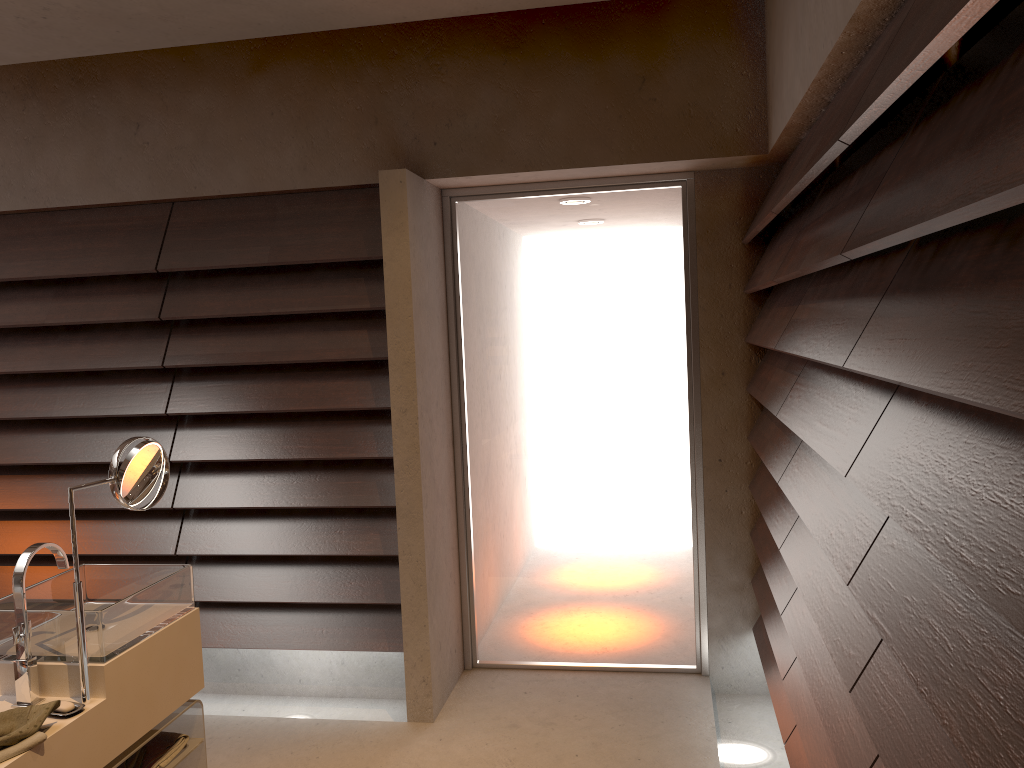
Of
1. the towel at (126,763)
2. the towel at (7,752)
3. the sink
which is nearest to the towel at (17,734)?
the towel at (7,752)

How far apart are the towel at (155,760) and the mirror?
0.4 meters

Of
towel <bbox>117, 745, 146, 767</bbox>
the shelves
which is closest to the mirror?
the shelves

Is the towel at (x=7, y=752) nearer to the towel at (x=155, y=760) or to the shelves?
the shelves

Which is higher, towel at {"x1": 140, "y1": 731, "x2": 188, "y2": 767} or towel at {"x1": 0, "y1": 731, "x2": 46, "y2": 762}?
towel at {"x1": 0, "y1": 731, "x2": 46, "y2": 762}

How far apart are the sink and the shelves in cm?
23

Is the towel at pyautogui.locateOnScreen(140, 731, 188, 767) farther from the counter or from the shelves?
the counter

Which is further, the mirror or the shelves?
the shelves

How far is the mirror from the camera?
2.03m

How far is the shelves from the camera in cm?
225
